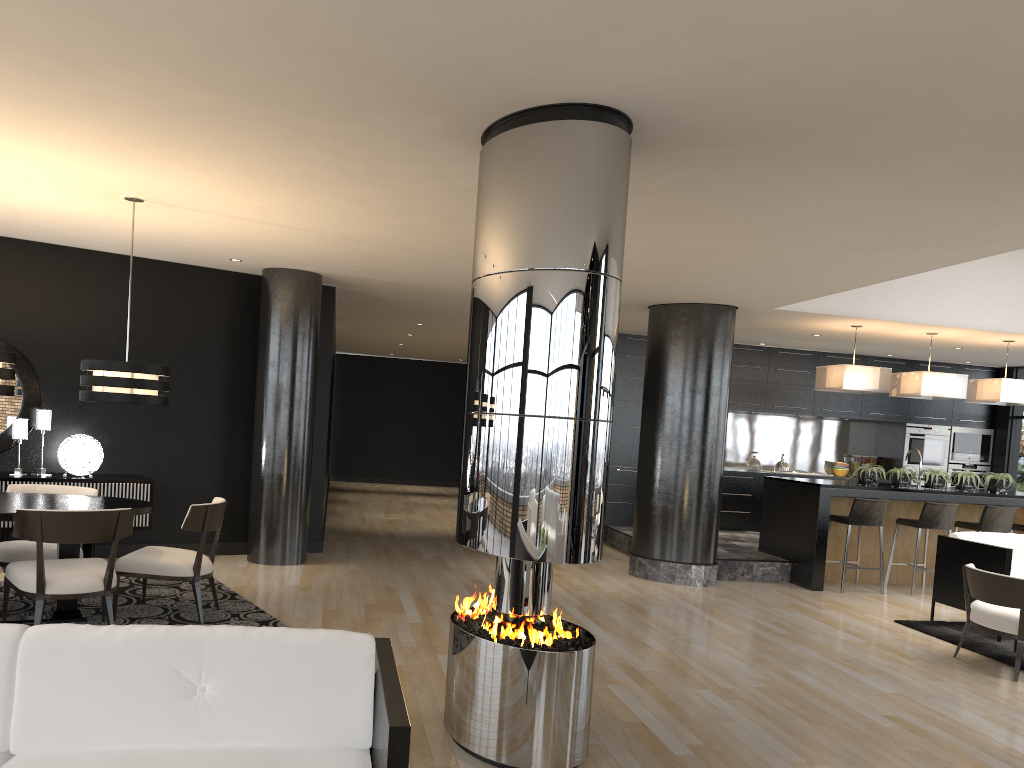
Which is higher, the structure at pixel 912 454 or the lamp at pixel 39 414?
the structure at pixel 912 454

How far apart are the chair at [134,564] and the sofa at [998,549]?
5.79m

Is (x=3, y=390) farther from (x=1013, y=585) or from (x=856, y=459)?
(x=856, y=459)

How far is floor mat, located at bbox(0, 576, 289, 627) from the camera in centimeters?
573cm

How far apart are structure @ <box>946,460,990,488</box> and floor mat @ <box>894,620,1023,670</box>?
5.81m

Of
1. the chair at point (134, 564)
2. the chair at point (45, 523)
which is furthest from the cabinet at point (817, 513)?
the chair at point (45, 523)

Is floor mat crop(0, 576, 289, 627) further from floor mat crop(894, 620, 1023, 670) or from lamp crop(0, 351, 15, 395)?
floor mat crop(894, 620, 1023, 670)

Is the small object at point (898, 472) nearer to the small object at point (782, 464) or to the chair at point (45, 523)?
the small object at point (782, 464)

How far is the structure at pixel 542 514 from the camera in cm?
355

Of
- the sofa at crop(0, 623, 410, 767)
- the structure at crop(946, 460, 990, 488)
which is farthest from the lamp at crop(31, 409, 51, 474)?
the structure at crop(946, 460, 990, 488)
